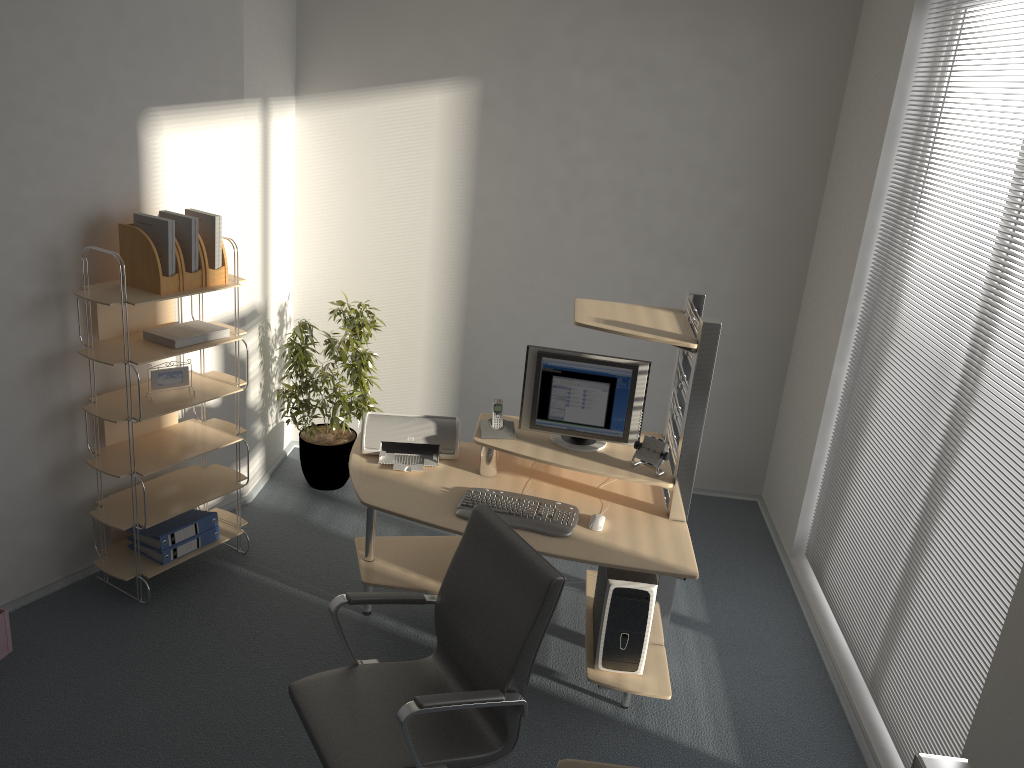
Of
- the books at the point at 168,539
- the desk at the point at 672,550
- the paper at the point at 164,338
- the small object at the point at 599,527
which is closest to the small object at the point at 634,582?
the desk at the point at 672,550

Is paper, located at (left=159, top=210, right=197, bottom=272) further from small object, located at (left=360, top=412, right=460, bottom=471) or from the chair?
the chair

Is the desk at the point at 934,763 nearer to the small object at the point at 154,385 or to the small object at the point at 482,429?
the small object at the point at 482,429

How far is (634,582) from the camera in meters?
3.4 m

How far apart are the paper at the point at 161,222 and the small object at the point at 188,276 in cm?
6

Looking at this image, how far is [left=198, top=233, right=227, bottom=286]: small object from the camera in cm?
385

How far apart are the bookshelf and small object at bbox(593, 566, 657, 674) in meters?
1.8

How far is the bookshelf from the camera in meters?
3.7 m

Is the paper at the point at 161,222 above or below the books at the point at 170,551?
above

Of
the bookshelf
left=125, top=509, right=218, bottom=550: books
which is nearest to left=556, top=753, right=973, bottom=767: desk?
the bookshelf
